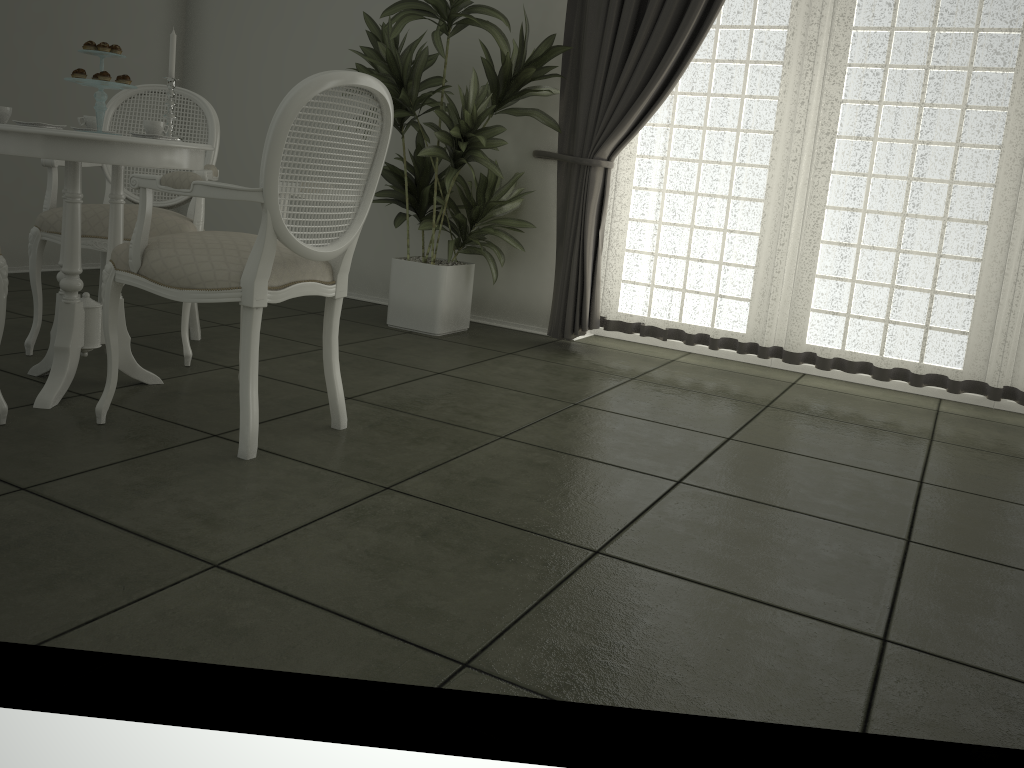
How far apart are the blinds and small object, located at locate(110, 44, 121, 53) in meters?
2.1

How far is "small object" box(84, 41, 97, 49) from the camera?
2.6m

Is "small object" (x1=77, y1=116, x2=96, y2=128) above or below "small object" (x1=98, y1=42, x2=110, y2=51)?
below

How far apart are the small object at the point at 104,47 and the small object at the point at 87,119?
0.3 meters

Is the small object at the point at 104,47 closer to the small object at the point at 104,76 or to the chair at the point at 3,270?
the small object at the point at 104,76

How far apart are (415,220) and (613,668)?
3.82m

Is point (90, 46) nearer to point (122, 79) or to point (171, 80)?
point (122, 79)

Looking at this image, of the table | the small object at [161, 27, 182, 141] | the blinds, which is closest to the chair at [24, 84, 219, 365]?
the table

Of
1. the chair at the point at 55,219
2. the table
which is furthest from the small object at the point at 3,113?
the chair at the point at 55,219

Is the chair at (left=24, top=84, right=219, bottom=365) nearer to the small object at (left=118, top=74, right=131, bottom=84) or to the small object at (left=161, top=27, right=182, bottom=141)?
the small object at (left=161, top=27, right=182, bottom=141)
